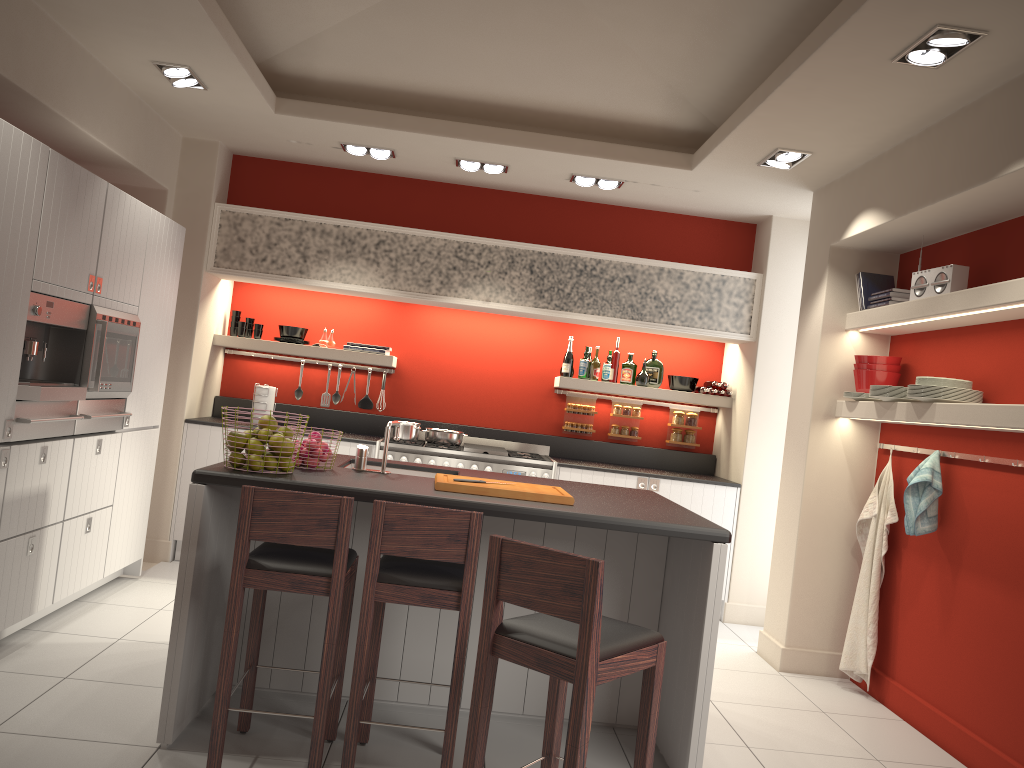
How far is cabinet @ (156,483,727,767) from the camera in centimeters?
335cm

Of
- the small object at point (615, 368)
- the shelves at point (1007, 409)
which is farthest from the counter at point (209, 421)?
the shelves at point (1007, 409)

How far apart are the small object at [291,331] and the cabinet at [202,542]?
3.2m

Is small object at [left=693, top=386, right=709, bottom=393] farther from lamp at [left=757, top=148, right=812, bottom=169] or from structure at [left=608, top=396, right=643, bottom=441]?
lamp at [left=757, top=148, right=812, bottom=169]

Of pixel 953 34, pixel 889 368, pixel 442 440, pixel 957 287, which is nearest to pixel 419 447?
pixel 442 440

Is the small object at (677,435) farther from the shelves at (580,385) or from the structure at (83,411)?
the structure at (83,411)

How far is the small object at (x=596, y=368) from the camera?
7.0m

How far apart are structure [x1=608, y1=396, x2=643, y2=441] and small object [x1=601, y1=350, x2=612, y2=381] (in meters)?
0.36

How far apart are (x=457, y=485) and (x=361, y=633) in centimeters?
74cm

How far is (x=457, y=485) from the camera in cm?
357
